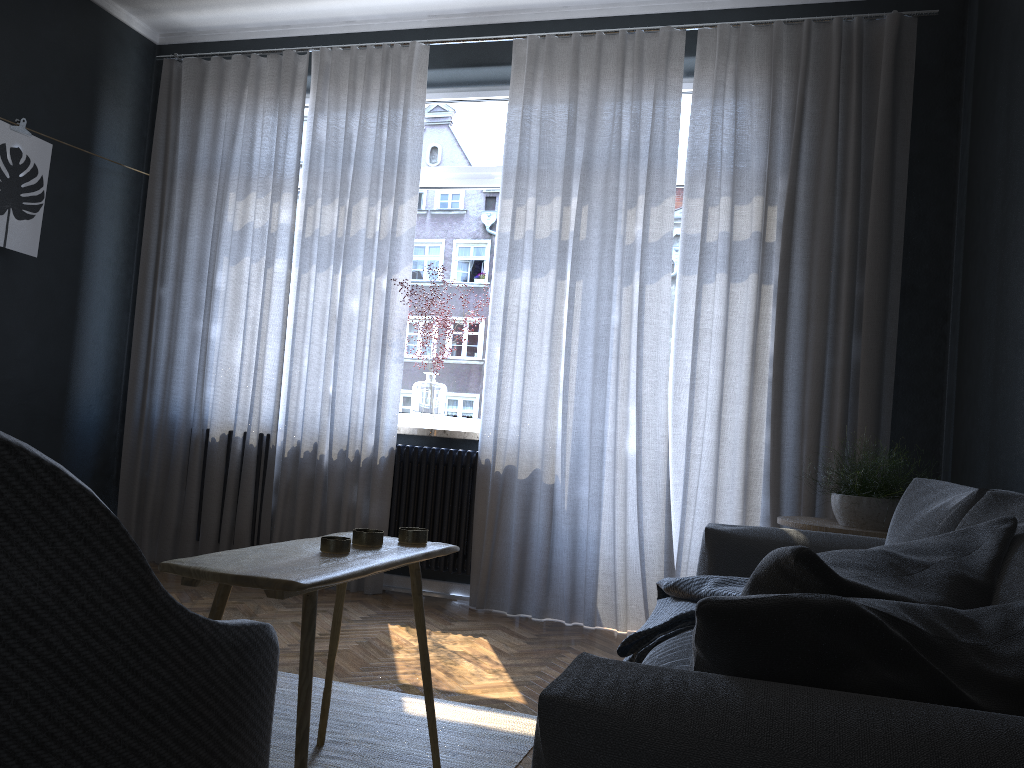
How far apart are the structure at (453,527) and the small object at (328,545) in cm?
210

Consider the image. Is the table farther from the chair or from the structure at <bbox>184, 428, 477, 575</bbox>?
the structure at <bbox>184, 428, 477, 575</bbox>

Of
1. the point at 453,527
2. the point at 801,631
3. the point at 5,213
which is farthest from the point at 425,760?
the point at 5,213

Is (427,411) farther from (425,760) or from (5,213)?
(425,760)

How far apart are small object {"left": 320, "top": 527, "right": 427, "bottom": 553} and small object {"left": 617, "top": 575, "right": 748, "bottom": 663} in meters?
0.6 m

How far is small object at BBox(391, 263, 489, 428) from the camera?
4.5m

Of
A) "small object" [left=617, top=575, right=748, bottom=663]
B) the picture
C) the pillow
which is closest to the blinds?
the picture

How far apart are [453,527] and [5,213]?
2.57m

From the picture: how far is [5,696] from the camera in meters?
0.8 m

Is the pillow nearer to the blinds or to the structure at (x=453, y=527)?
the blinds
